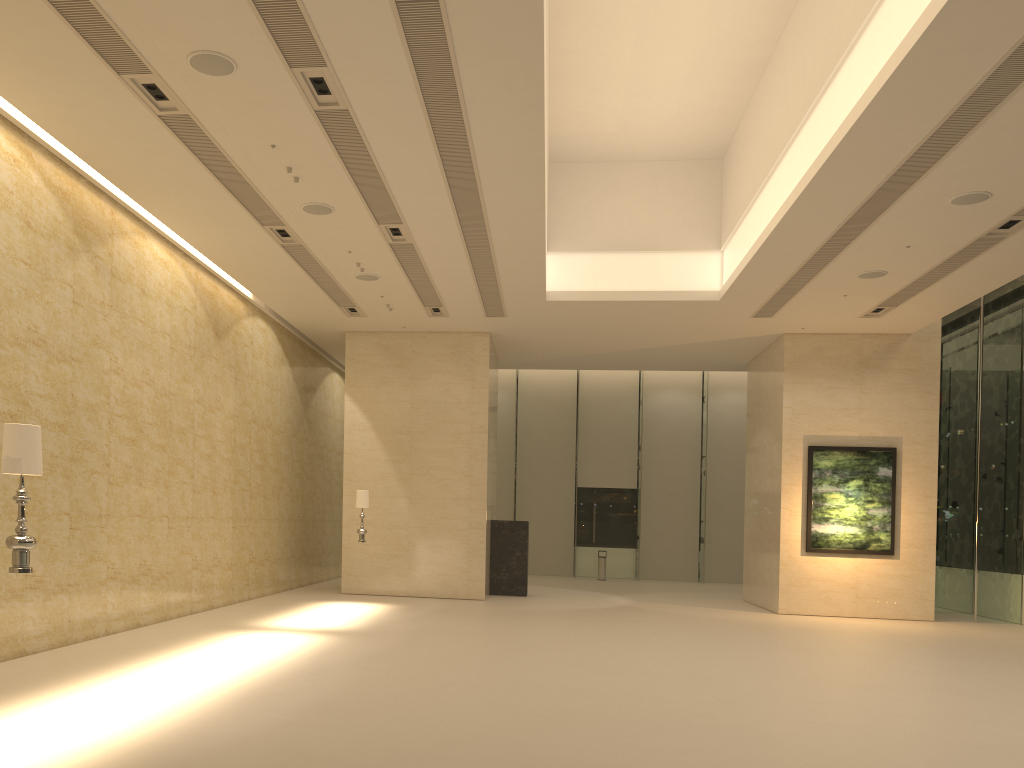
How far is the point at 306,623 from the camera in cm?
1339

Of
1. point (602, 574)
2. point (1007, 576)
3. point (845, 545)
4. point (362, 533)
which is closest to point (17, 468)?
point (362, 533)

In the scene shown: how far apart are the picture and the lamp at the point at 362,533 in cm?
937

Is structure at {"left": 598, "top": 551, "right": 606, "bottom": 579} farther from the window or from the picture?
the picture

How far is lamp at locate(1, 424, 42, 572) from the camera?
5.70m

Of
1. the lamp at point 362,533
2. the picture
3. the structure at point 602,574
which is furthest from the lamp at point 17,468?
the structure at point 602,574

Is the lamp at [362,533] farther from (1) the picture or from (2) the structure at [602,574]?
(2) the structure at [602,574]

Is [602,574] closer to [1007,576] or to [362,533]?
[1007,576]

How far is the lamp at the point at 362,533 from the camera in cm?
1670

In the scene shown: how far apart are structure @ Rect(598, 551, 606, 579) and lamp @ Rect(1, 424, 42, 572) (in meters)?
23.42
